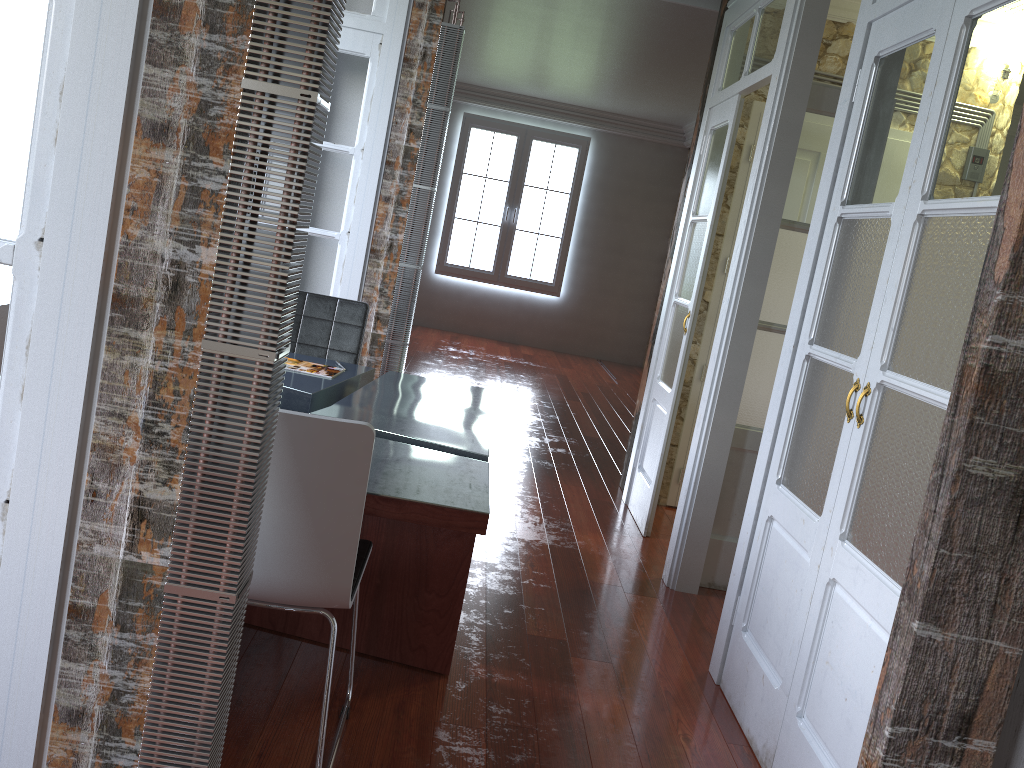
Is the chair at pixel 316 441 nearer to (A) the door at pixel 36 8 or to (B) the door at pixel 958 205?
(A) the door at pixel 36 8

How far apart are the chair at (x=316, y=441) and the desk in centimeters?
14cm

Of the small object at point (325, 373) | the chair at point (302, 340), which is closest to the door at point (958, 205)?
the small object at point (325, 373)

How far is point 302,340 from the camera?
3.92m

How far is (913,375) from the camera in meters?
2.1

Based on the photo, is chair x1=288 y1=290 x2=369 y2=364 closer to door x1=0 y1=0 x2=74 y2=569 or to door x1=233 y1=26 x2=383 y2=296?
door x1=233 y1=26 x2=383 y2=296

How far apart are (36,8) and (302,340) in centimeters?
263cm

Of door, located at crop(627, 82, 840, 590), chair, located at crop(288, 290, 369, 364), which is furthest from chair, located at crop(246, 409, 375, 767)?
door, located at crop(627, 82, 840, 590)

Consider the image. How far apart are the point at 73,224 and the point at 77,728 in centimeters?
83cm

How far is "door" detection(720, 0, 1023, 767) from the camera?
2.0m
